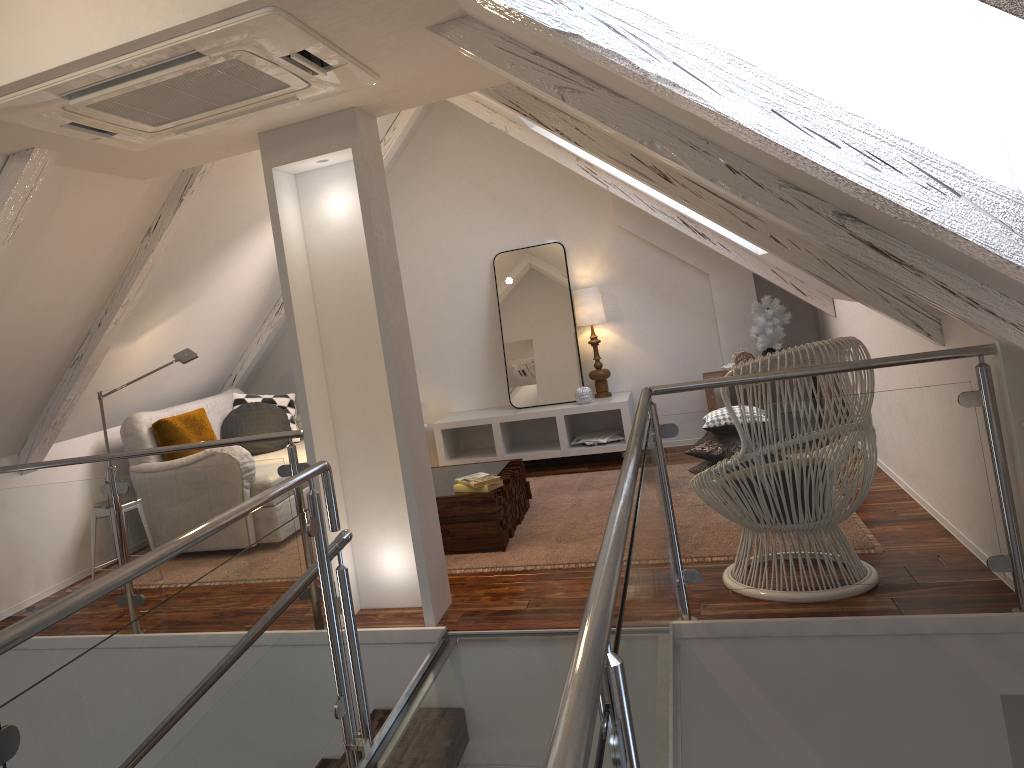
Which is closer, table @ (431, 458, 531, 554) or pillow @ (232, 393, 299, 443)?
table @ (431, 458, 531, 554)

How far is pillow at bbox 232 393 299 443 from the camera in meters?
5.5 m

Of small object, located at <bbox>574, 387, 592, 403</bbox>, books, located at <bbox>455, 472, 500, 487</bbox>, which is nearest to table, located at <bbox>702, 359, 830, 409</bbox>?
small object, located at <bbox>574, 387, 592, 403</bbox>

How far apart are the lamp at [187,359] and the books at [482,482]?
1.47m

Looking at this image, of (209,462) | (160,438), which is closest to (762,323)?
(209,462)

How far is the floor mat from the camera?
3.7 meters

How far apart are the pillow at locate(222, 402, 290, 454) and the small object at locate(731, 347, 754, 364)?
2.7 meters

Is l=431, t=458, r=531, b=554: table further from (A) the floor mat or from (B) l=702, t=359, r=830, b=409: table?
(B) l=702, t=359, r=830, b=409: table

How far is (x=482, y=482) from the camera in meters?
3.8 m

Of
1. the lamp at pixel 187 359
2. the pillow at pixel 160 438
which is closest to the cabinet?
the pillow at pixel 160 438
